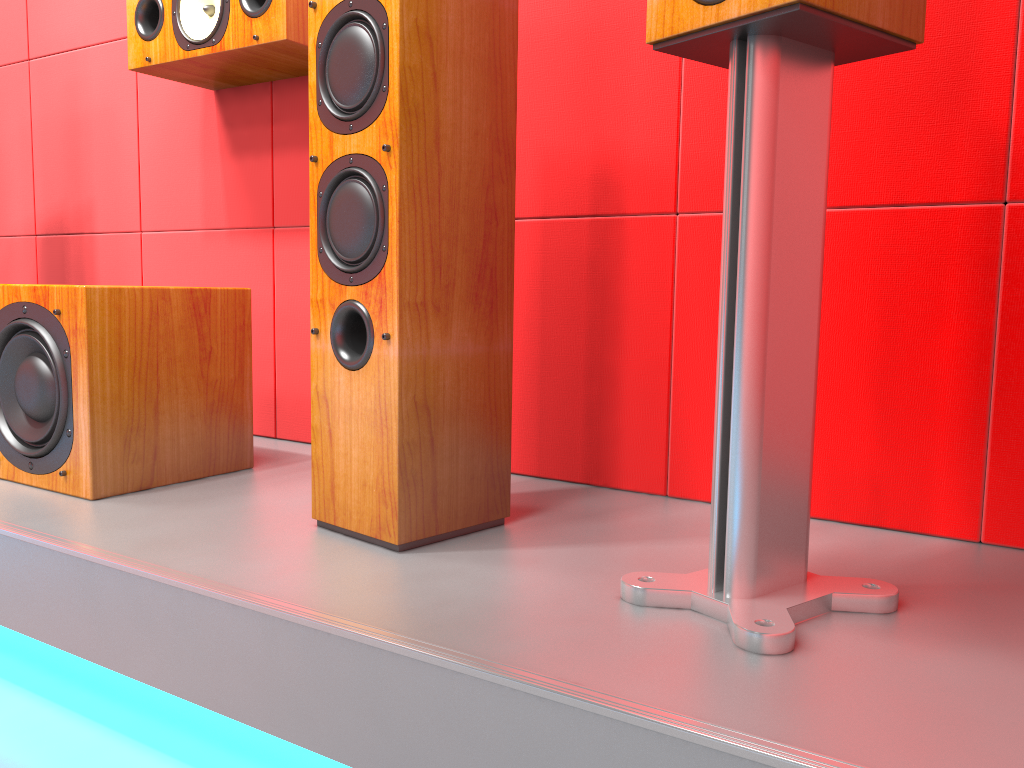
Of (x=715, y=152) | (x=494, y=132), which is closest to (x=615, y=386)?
(x=715, y=152)

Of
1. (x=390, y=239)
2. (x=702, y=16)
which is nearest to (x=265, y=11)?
(x=390, y=239)

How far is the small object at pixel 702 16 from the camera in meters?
0.9 m

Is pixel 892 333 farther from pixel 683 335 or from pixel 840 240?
pixel 683 335

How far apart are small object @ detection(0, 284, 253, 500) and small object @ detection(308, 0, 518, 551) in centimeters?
42cm

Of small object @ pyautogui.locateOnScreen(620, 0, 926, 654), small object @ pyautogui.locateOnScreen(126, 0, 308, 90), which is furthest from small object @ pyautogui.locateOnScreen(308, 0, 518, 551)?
small object @ pyautogui.locateOnScreen(126, 0, 308, 90)

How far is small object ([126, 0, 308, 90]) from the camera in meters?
1.7

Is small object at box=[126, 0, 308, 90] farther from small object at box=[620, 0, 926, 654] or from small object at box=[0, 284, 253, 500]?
small object at box=[620, 0, 926, 654]

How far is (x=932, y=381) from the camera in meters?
1.3

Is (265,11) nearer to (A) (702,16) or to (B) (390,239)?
(B) (390,239)
